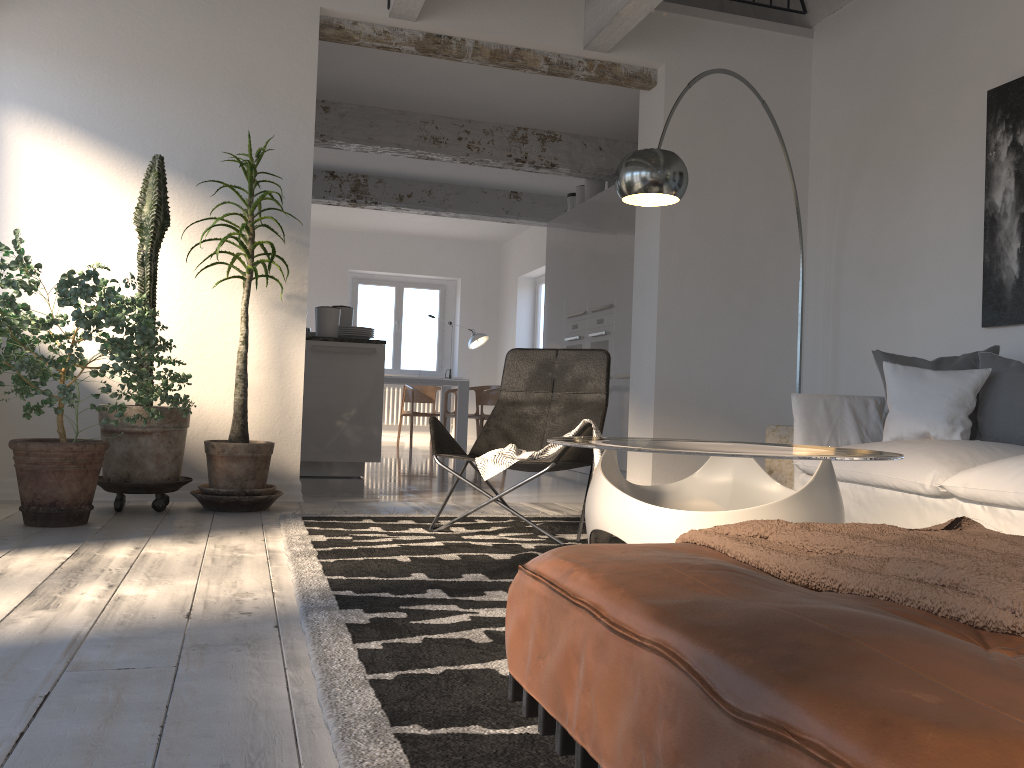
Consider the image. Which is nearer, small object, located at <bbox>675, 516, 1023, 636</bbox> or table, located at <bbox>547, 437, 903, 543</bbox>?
small object, located at <bbox>675, 516, 1023, 636</bbox>

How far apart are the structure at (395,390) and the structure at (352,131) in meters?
5.5 m

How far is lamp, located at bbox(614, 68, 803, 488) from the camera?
3.7m

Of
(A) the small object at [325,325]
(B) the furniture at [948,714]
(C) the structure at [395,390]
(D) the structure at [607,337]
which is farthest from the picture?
(C) the structure at [395,390]

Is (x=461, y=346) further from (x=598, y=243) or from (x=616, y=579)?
(x=616, y=579)

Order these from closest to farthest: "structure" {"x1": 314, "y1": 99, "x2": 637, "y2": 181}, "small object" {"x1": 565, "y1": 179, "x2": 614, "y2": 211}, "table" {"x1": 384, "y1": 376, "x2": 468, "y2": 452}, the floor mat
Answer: the floor mat → "structure" {"x1": 314, "y1": 99, "x2": 637, "y2": 181} → "small object" {"x1": 565, "y1": 179, "x2": 614, "y2": 211} → "table" {"x1": 384, "y1": 376, "x2": 468, "y2": 452}

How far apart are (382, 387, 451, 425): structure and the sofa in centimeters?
897cm

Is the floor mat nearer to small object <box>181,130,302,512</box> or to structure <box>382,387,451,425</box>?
small object <box>181,130,302,512</box>

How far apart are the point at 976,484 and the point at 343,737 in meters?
2.4 m

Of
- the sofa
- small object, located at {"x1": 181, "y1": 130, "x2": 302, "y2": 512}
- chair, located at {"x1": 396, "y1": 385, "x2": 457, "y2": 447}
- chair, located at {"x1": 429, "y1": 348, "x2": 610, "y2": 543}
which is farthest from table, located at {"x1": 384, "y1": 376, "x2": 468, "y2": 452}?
the sofa
